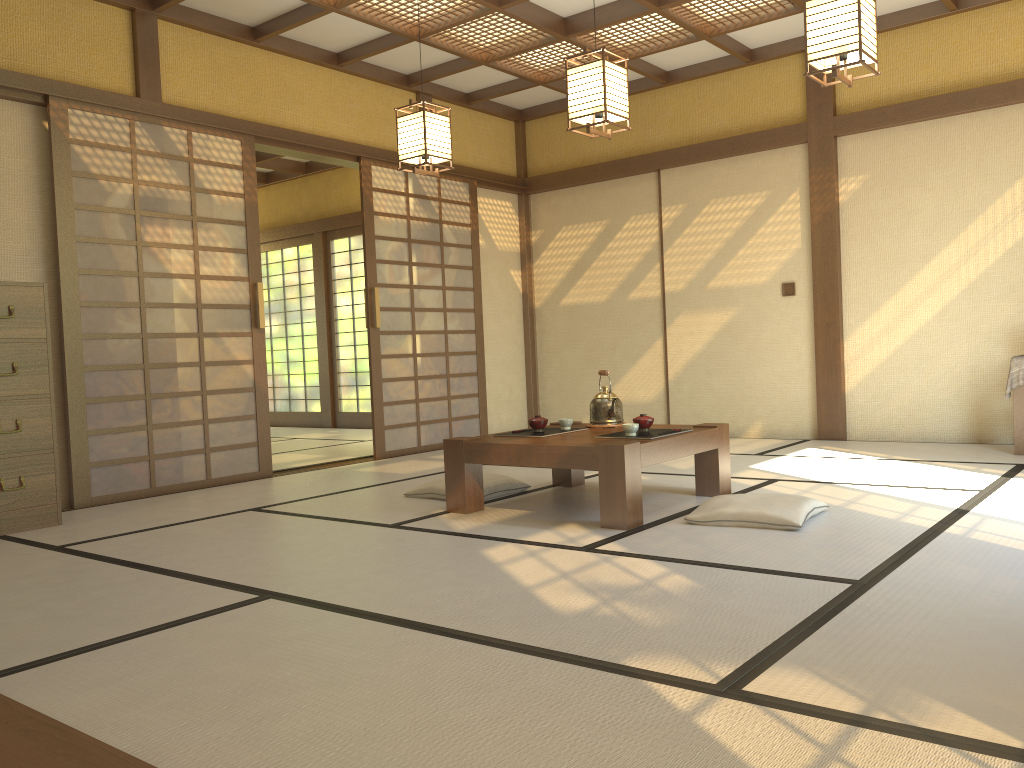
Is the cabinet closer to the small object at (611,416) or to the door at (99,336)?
the door at (99,336)

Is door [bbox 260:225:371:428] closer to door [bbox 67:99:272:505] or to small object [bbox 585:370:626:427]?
door [bbox 67:99:272:505]

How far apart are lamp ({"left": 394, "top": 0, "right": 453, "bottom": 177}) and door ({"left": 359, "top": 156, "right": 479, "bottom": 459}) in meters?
1.5 m

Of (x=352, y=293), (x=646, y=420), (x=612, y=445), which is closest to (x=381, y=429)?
(x=646, y=420)

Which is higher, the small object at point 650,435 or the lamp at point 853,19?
the lamp at point 853,19

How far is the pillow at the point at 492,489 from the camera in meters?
4.6

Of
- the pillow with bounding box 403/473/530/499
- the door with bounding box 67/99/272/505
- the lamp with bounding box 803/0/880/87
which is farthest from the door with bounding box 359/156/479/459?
the lamp with bounding box 803/0/880/87

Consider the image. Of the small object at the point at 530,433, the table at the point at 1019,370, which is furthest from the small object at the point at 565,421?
the table at the point at 1019,370

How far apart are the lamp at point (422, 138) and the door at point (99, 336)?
1.34m

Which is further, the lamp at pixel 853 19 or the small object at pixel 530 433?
the small object at pixel 530 433
